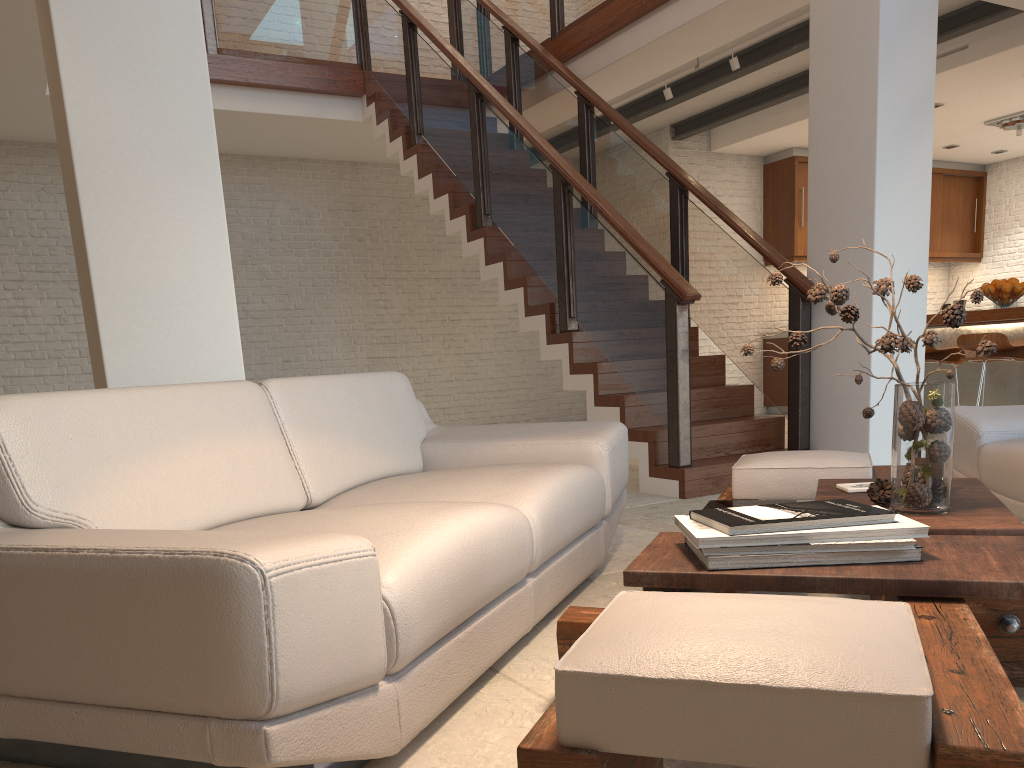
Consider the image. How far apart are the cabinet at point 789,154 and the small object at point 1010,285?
3.5 meters

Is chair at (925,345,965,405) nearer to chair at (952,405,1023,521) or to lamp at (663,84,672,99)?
lamp at (663,84,672,99)

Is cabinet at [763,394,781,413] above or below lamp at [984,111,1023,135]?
below

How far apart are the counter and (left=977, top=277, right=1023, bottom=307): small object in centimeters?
17cm

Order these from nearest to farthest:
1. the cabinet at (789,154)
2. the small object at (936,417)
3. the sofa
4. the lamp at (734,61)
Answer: the sofa → the small object at (936,417) → the lamp at (734,61) → the cabinet at (789,154)

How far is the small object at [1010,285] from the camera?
6.23m

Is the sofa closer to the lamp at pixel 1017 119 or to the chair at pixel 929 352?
the chair at pixel 929 352

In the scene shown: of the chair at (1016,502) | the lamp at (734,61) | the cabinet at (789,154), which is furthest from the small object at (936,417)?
the cabinet at (789,154)

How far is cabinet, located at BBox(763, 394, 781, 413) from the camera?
10.16m

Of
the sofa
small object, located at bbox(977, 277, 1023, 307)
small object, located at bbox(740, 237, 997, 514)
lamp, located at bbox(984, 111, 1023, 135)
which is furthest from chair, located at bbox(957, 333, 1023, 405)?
small object, located at bbox(740, 237, 997, 514)
